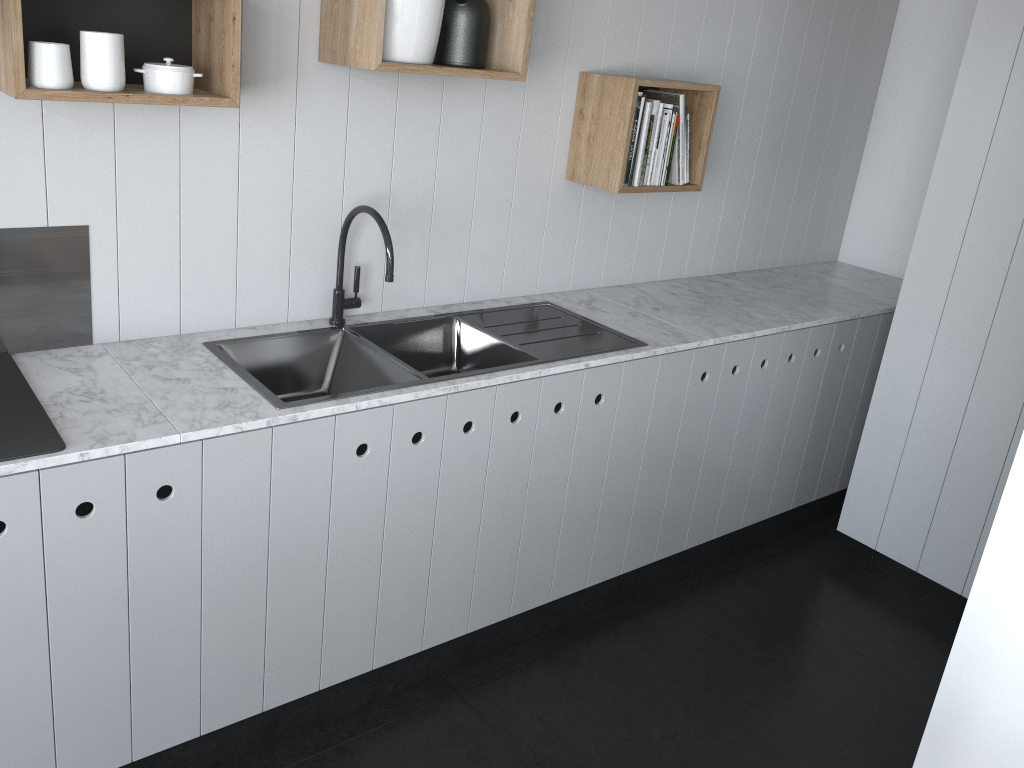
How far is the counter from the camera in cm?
176

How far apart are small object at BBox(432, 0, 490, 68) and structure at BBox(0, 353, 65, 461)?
1.25m

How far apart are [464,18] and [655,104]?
0.8m

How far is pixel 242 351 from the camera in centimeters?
226cm

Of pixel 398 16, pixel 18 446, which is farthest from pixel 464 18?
pixel 18 446

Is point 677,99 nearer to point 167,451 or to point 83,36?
point 83,36

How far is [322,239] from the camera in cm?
242

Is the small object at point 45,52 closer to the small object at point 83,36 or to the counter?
the small object at point 83,36

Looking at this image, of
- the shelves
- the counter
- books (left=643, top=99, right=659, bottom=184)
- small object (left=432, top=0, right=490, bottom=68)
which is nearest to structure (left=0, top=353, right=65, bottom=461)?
the counter

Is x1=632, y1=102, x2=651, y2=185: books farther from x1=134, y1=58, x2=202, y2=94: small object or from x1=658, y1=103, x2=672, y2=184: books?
x1=134, y1=58, x2=202, y2=94: small object
